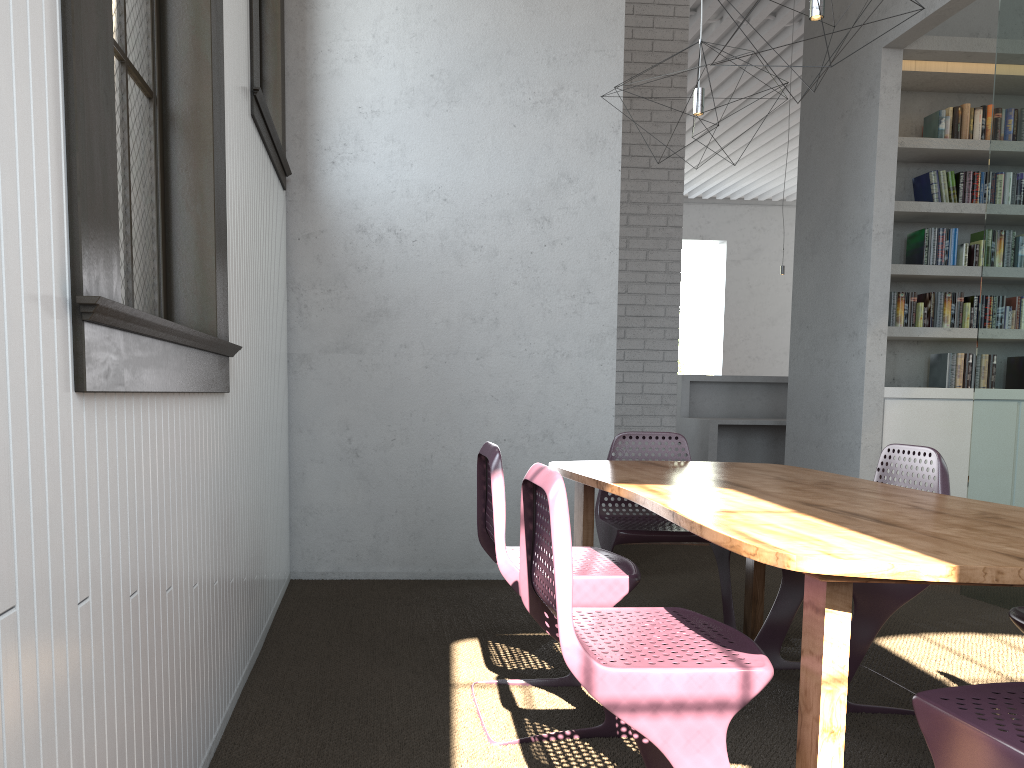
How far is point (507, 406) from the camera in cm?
440
